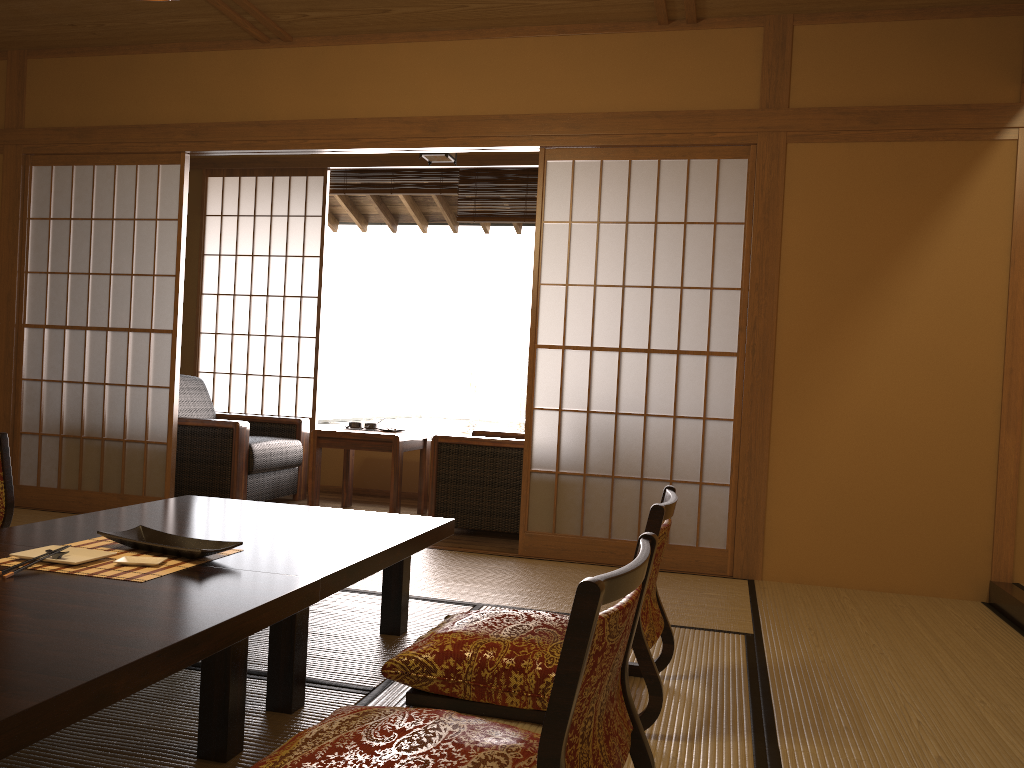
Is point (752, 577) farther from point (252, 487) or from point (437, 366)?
point (437, 366)

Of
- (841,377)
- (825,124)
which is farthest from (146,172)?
(841,377)

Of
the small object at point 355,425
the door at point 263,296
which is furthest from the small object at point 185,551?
the door at point 263,296

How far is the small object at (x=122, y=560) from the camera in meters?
2.0

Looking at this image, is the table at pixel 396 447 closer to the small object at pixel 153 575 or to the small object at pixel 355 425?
the small object at pixel 355 425

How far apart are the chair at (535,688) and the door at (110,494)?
2.7 meters

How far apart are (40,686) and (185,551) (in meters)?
0.83

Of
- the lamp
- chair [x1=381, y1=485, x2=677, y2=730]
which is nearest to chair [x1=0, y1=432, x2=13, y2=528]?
chair [x1=381, y1=485, x2=677, y2=730]

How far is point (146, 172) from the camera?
7.9 meters

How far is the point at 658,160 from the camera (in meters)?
4.09
